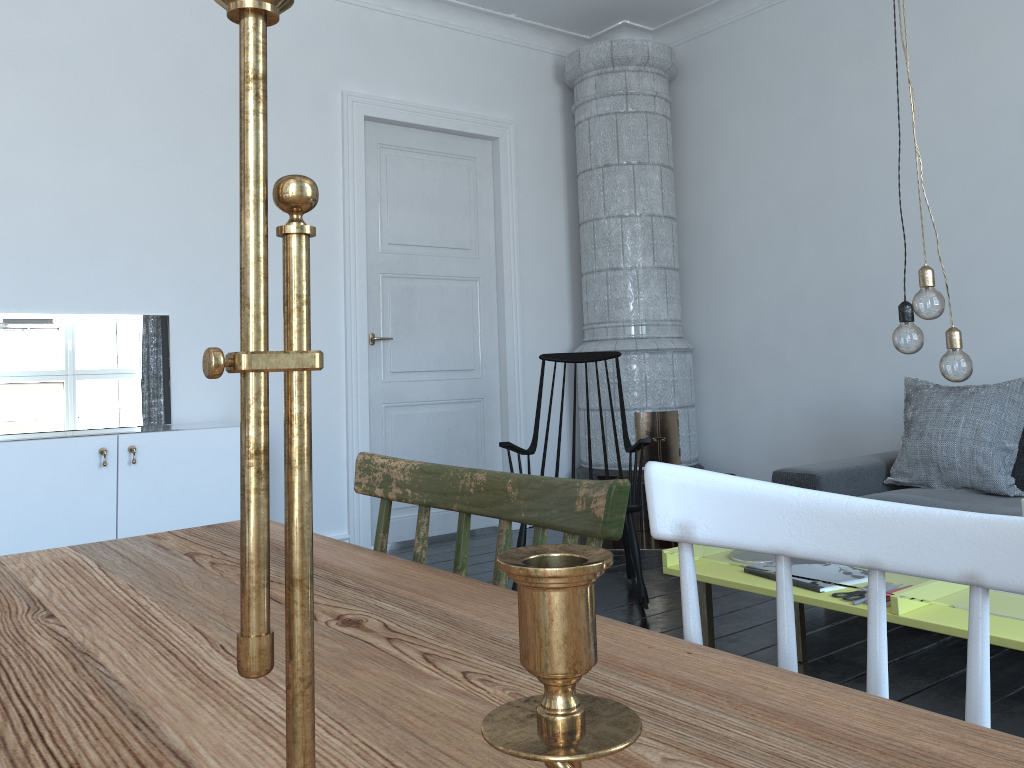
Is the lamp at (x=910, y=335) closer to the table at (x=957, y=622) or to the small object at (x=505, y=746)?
the table at (x=957, y=622)

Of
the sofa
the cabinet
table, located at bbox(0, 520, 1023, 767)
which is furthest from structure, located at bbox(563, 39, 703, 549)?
table, located at bbox(0, 520, 1023, 767)

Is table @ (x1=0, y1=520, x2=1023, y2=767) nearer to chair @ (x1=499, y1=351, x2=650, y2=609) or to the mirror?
chair @ (x1=499, y1=351, x2=650, y2=609)

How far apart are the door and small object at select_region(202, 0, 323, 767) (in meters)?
4.35

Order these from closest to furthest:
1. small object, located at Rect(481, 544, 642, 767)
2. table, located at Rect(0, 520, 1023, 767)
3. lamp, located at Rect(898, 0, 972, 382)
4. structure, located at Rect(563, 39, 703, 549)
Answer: small object, located at Rect(481, 544, 642, 767) < table, located at Rect(0, 520, 1023, 767) < lamp, located at Rect(898, 0, 972, 382) < structure, located at Rect(563, 39, 703, 549)

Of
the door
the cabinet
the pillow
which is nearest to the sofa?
the pillow

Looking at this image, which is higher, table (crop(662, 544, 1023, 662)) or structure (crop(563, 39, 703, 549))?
structure (crop(563, 39, 703, 549))

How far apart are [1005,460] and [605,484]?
3.2 meters

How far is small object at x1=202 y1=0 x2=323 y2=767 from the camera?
0.3 meters

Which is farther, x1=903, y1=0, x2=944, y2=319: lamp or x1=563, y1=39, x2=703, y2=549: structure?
x1=563, y1=39, x2=703, y2=549: structure
